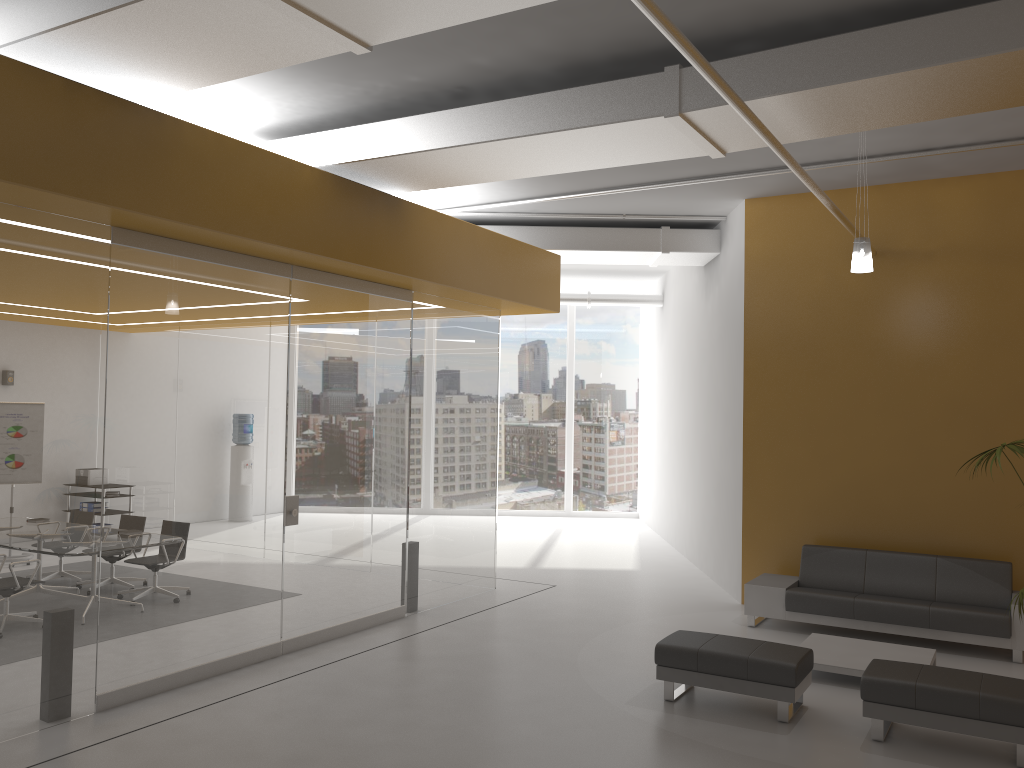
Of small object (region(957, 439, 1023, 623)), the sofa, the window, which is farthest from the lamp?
the window

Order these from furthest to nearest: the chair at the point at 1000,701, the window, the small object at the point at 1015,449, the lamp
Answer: the window < the lamp < the small object at the point at 1015,449 < the chair at the point at 1000,701

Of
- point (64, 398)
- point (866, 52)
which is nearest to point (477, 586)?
point (64, 398)

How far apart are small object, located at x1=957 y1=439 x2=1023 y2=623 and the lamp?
1.77m

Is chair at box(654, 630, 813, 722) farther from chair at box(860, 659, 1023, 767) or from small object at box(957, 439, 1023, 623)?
small object at box(957, 439, 1023, 623)

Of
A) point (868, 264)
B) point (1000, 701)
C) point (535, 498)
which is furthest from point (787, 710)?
point (535, 498)

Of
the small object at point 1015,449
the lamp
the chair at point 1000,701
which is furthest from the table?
the lamp

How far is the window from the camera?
17.9m

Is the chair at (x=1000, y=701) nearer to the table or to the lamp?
the table

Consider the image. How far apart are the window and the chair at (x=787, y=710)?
11.07m
